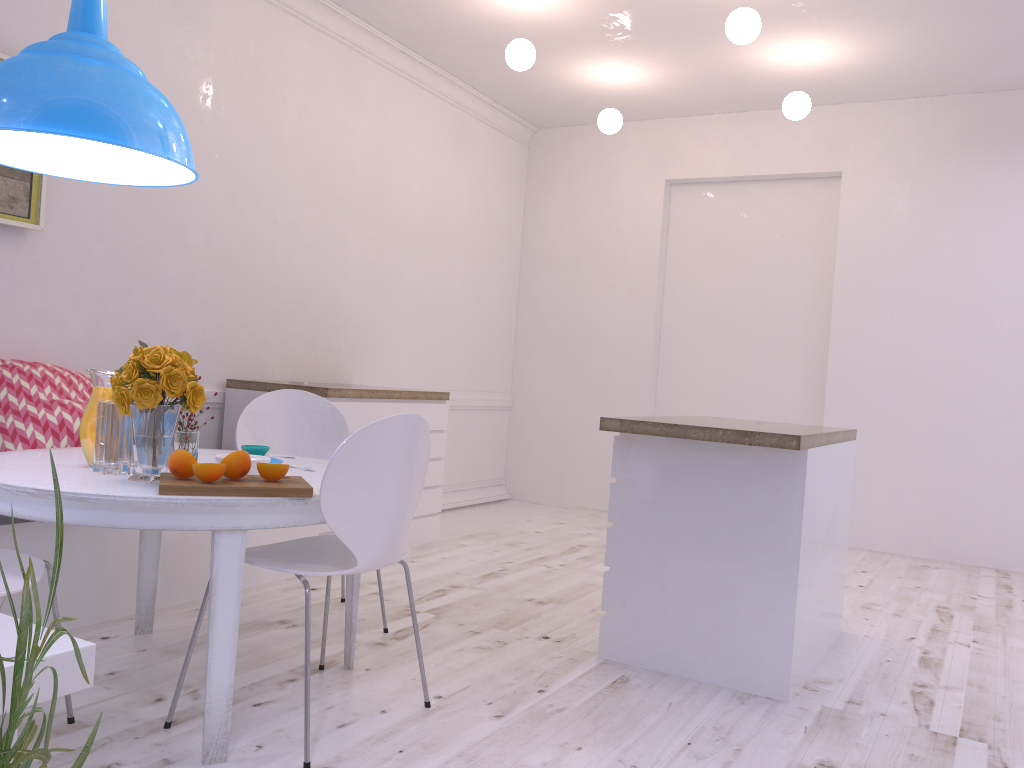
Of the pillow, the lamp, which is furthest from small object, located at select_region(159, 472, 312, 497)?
the pillow

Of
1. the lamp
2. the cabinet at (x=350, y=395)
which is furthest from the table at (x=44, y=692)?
the cabinet at (x=350, y=395)

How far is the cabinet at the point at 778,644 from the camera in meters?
2.8

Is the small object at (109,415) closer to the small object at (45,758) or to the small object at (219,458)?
the small object at (219,458)

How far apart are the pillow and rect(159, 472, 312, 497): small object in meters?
1.3 m

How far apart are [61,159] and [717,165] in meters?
4.8

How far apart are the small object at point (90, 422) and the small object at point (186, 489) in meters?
0.3 m

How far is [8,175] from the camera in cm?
338

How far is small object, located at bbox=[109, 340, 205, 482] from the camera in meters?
2.1 m

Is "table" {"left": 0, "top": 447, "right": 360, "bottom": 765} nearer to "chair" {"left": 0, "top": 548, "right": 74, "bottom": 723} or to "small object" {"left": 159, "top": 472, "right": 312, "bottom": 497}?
"small object" {"left": 159, "top": 472, "right": 312, "bottom": 497}
